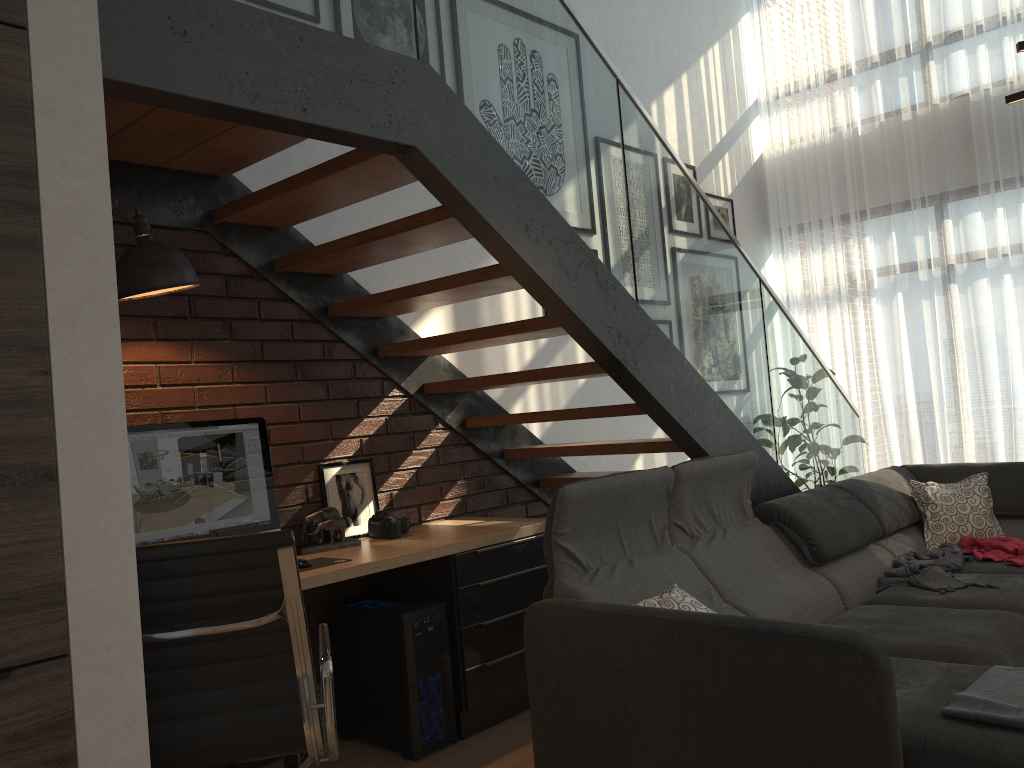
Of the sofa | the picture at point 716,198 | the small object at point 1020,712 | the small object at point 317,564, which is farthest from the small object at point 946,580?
the picture at point 716,198

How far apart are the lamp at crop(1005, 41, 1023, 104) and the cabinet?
2.69m

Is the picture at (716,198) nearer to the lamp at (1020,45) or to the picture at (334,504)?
the lamp at (1020,45)

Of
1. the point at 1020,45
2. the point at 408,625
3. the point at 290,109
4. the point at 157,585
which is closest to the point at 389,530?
the point at 408,625

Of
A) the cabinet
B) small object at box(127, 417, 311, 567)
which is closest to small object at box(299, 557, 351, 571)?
small object at box(127, 417, 311, 567)

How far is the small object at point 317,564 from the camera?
3.1 meters

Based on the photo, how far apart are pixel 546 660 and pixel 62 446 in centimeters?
150cm

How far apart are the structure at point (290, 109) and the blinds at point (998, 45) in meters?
1.5

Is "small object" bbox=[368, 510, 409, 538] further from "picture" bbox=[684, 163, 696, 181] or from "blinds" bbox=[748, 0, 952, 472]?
"blinds" bbox=[748, 0, 952, 472]

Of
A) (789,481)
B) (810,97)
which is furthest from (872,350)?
(789,481)
